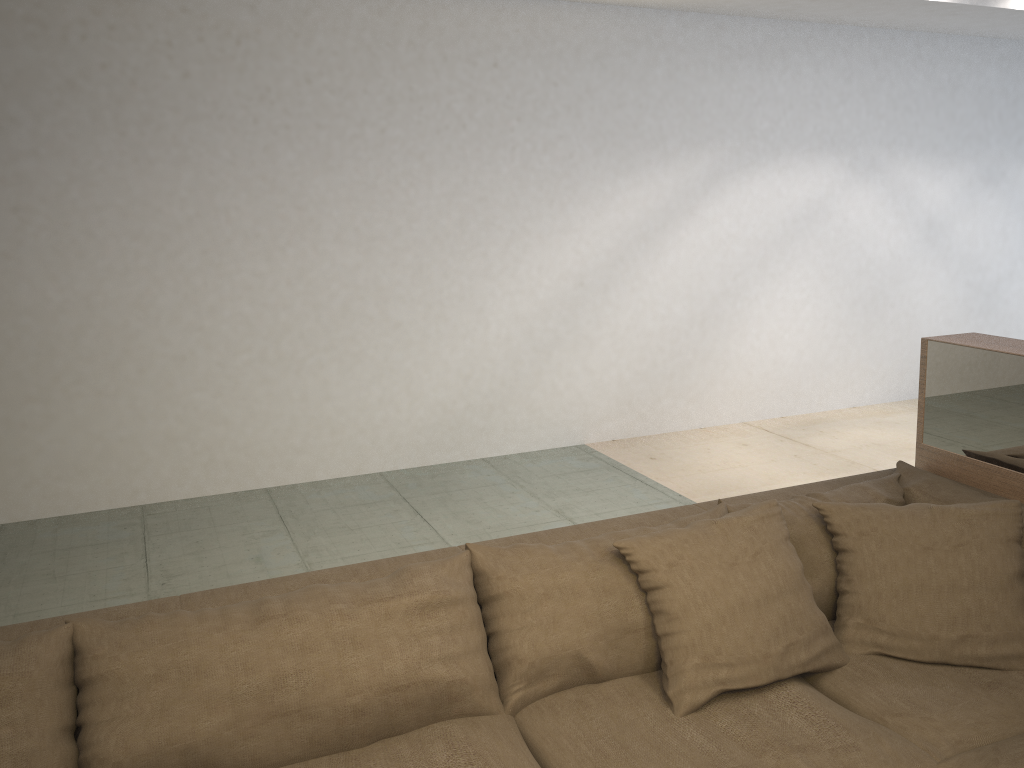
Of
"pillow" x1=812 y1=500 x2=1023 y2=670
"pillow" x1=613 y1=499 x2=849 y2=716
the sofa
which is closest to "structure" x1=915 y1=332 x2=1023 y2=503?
the sofa

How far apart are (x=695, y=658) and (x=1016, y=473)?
1.18m

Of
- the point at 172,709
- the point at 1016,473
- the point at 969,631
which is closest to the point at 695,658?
the point at 969,631

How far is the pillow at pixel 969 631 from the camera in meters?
2.0 m

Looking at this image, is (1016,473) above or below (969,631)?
above

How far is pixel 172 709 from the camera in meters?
1.6 m

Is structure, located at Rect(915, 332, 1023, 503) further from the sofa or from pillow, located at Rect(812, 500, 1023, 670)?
pillow, located at Rect(812, 500, 1023, 670)

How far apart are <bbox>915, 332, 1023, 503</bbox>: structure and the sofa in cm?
15

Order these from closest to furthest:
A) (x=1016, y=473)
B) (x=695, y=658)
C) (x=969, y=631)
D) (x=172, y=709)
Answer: (x=172, y=709), (x=695, y=658), (x=969, y=631), (x=1016, y=473)

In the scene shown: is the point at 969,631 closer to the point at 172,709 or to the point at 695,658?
the point at 695,658
